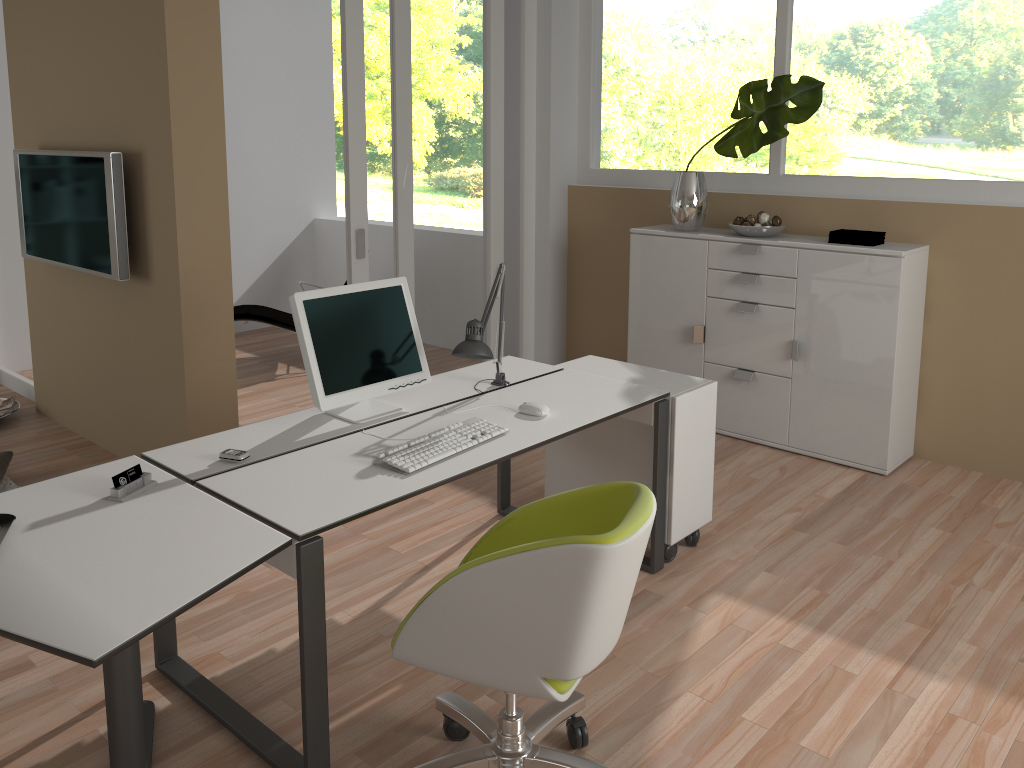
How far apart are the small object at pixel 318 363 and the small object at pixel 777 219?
2.3m

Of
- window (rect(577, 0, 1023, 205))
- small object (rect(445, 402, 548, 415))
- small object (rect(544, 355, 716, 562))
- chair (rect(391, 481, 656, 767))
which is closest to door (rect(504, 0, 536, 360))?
window (rect(577, 0, 1023, 205))

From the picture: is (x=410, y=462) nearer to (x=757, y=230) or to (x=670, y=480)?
(x=670, y=480)

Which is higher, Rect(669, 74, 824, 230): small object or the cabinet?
Rect(669, 74, 824, 230): small object

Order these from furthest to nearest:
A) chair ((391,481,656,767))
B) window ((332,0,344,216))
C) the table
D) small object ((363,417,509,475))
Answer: window ((332,0,344,216))
small object ((363,417,509,475))
chair ((391,481,656,767))
the table

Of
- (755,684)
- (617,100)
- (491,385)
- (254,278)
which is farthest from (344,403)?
(254,278)

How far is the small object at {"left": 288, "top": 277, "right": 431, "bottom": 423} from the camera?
2.8 meters

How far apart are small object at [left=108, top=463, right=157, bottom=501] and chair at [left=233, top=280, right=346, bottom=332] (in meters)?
3.85

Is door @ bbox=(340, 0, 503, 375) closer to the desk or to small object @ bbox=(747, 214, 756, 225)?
the desk

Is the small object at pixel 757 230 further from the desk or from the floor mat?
the floor mat
